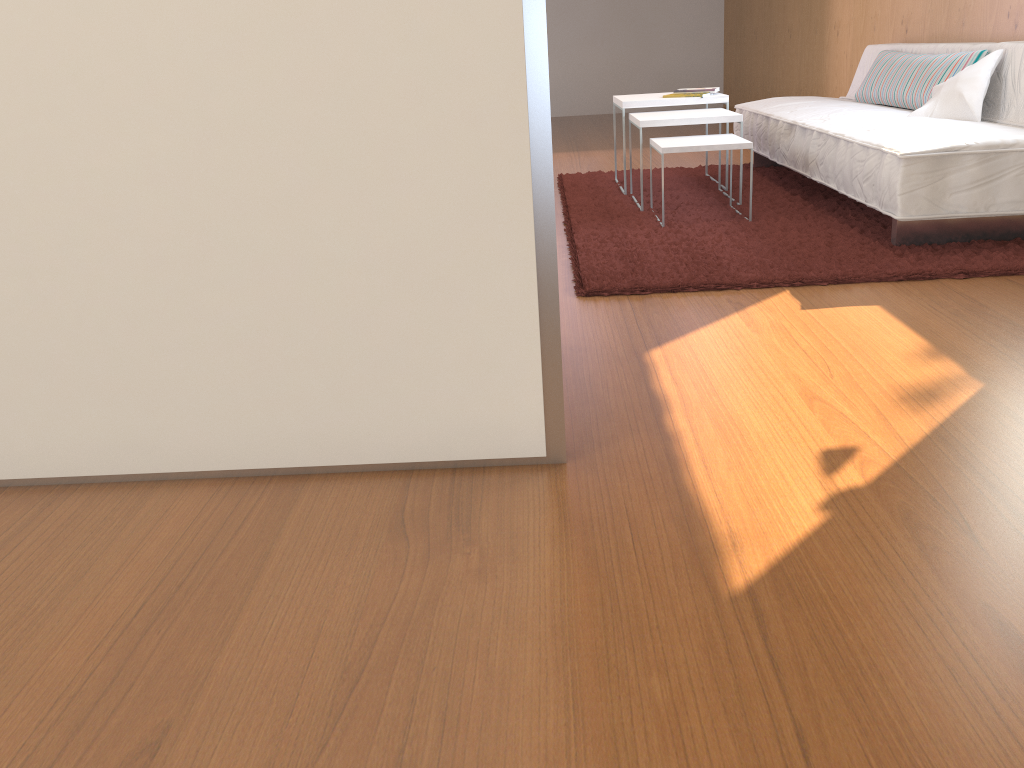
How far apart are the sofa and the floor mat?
0.0 meters

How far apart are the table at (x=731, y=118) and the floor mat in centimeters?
34cm

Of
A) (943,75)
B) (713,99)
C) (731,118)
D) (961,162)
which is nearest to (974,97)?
(943,75)

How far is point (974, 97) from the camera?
3.2 meters

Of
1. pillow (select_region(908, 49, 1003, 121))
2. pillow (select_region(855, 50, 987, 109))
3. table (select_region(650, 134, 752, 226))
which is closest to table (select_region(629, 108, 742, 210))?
table (select_region(650, 134, 752, 226))

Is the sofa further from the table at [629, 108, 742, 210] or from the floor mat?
the table at [629, 108, 742, 210]

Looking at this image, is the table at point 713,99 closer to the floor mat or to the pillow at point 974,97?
the floor mat

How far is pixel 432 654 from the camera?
1.12m

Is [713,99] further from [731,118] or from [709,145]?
[709,145]

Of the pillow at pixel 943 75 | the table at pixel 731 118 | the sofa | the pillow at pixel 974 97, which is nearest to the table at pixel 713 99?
the table at pixel 731 118
